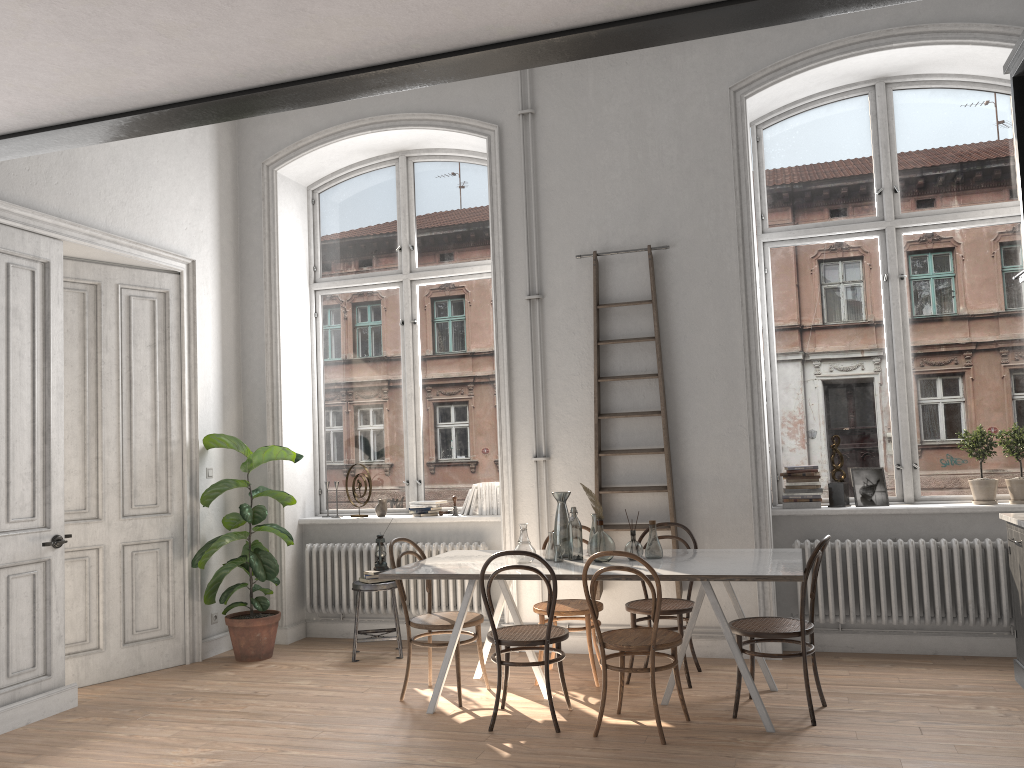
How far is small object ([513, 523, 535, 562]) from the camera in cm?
500

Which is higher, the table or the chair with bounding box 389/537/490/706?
the table

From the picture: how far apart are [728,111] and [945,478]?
2.9m

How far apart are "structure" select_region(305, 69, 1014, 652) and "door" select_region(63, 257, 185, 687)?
0.99m

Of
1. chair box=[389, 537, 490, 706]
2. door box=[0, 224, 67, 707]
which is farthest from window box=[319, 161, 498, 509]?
door box=[0, 224, 67, 707]

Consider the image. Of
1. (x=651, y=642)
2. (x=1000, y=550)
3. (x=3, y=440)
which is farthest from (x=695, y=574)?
(x=3, y=440)

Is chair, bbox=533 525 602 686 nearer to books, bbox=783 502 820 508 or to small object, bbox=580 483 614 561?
small object, bbox=580 483 614 561

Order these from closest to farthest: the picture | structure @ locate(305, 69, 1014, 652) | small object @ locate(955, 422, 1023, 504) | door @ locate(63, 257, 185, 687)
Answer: small object @ locate(955, 422, 1023, 504) < door @ locate(63, 257, 185, 687) < the picture < structure @ locate(305, 69, 1014, 652)

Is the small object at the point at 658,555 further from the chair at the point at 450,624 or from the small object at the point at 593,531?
the chair at the point at 450,624

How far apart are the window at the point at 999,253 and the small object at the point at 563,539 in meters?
1.7 m
